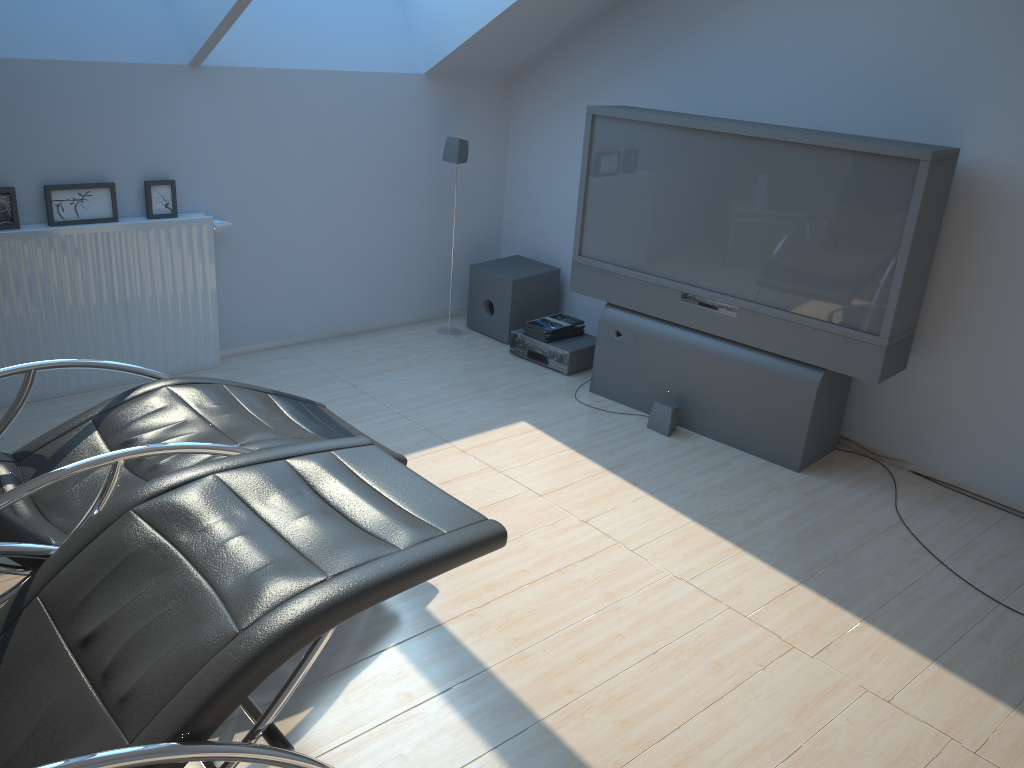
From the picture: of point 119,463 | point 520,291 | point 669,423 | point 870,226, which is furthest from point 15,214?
point 870,226

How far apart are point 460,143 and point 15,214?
2.30m

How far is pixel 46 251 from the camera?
4.0m

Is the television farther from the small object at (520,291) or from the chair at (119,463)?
the chair at (119,463)

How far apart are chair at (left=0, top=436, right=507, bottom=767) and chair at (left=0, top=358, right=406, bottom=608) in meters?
0.2 m

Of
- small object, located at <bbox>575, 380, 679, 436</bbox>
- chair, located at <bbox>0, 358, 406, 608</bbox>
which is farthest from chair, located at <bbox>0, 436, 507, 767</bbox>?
small object, located at <bbox>575, 380, 679, 436</bbox>

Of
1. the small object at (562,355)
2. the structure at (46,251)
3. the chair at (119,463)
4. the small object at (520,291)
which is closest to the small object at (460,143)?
the small object at (520,291)

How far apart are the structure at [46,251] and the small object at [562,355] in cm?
164

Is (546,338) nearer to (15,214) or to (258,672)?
(15,214)

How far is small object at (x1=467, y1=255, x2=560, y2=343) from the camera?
5.3m
